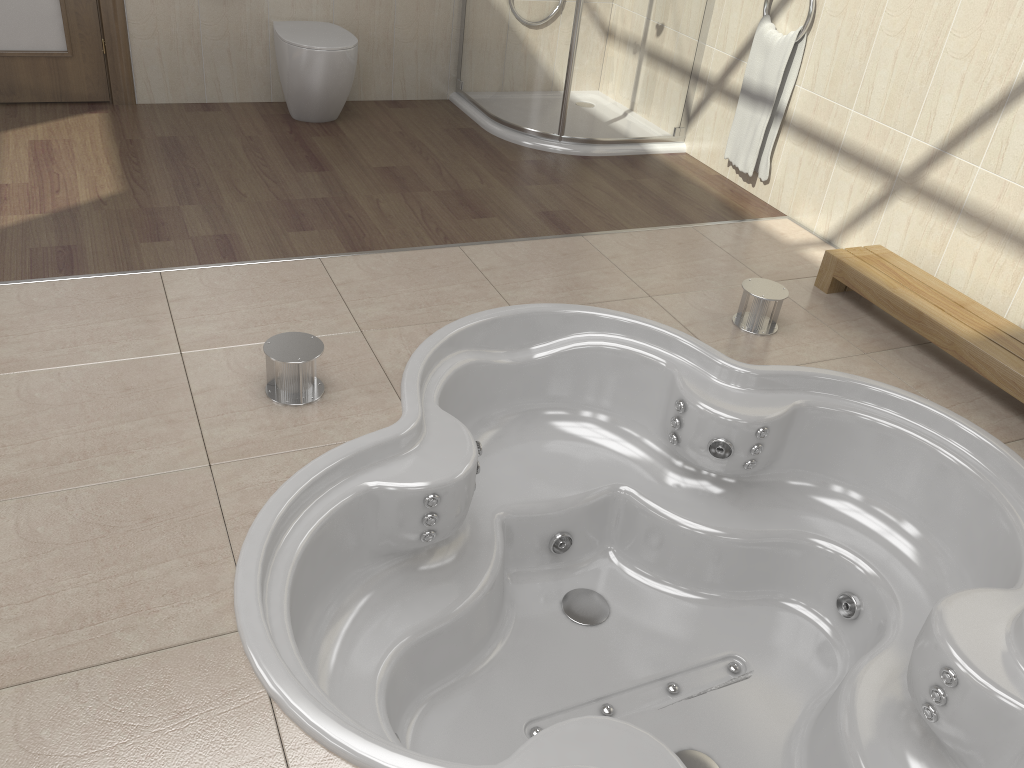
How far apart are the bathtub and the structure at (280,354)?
0.2 meters

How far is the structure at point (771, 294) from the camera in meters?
2.8 m

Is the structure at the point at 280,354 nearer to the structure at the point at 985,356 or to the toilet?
the structure at the point at 985,356

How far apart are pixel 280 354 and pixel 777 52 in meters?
2.5

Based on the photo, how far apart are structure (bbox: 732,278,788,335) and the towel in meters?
1.1 m

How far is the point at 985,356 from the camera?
2.6 meters

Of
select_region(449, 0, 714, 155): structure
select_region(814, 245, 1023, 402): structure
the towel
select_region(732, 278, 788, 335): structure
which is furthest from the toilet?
select_region(814, 245, 1023, 402): structure

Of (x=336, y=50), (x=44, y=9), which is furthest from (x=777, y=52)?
(x=44, y=9)

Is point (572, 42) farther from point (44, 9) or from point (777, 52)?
point (44, 9)

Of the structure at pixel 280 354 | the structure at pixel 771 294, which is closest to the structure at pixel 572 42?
the structure at pixel 771 294
